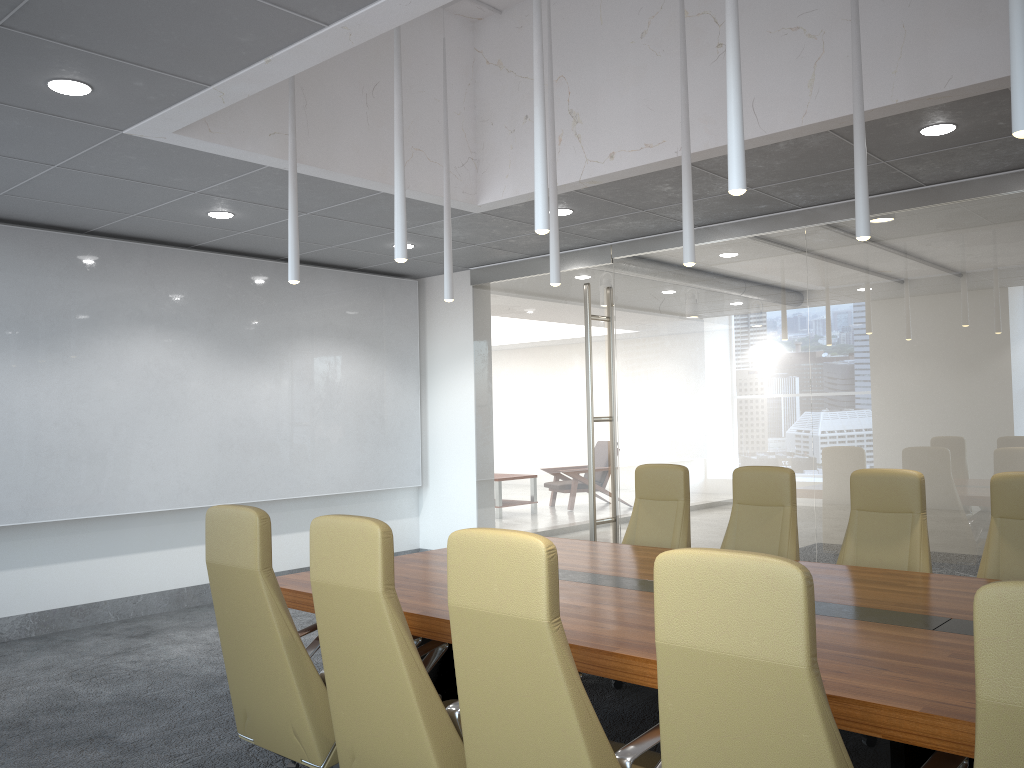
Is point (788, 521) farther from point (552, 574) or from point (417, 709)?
point (552, 574)

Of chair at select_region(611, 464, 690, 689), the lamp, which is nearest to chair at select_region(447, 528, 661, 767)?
the lamp

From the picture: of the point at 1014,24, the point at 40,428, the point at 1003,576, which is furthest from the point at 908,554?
the point at 40,428

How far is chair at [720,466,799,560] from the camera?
5.8 meters

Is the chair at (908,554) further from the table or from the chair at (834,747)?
the chair at (834,747)

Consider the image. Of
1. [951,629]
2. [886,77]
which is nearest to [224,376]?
[886,77]

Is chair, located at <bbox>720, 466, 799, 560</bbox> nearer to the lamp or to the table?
the table

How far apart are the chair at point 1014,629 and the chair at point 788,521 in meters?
3.9

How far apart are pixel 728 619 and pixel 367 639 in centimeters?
155cm

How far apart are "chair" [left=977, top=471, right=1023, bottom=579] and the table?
0.5m
